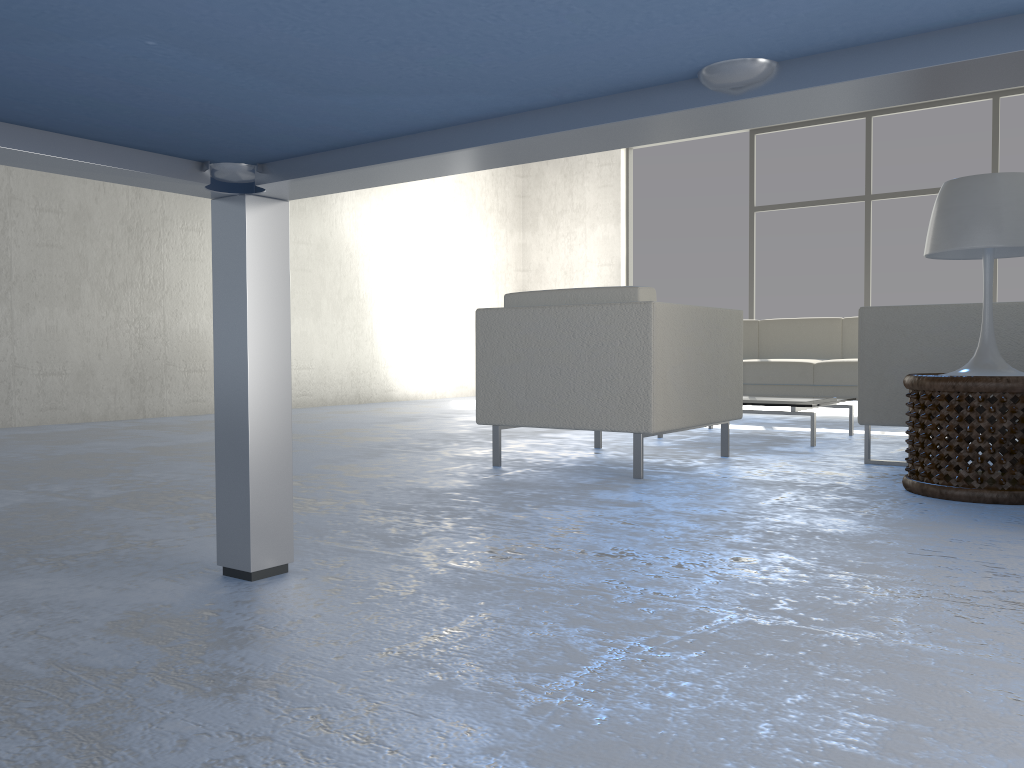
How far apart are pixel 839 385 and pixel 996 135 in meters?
3.2

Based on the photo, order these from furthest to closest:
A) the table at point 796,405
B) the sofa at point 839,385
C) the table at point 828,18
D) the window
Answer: the window < the sofa at point 839,385 < the table at point 796,405 < the table at point 828,18

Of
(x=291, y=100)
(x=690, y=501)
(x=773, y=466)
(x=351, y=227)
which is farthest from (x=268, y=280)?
(x=351, y=227)

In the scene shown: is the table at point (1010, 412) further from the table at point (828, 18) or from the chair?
the table at point (828, 18)

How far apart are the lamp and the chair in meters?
0.8 m

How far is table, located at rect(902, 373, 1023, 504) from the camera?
2.44m

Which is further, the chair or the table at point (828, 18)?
the chair

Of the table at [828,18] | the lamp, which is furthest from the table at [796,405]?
the table at [828,18]

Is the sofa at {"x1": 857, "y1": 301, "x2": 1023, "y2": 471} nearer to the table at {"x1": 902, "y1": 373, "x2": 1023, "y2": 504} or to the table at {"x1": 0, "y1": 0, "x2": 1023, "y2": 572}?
the table at {"x1": 902, "y1": 373, "x2": 1023, "y2": 504}

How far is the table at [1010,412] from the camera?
2.4m
